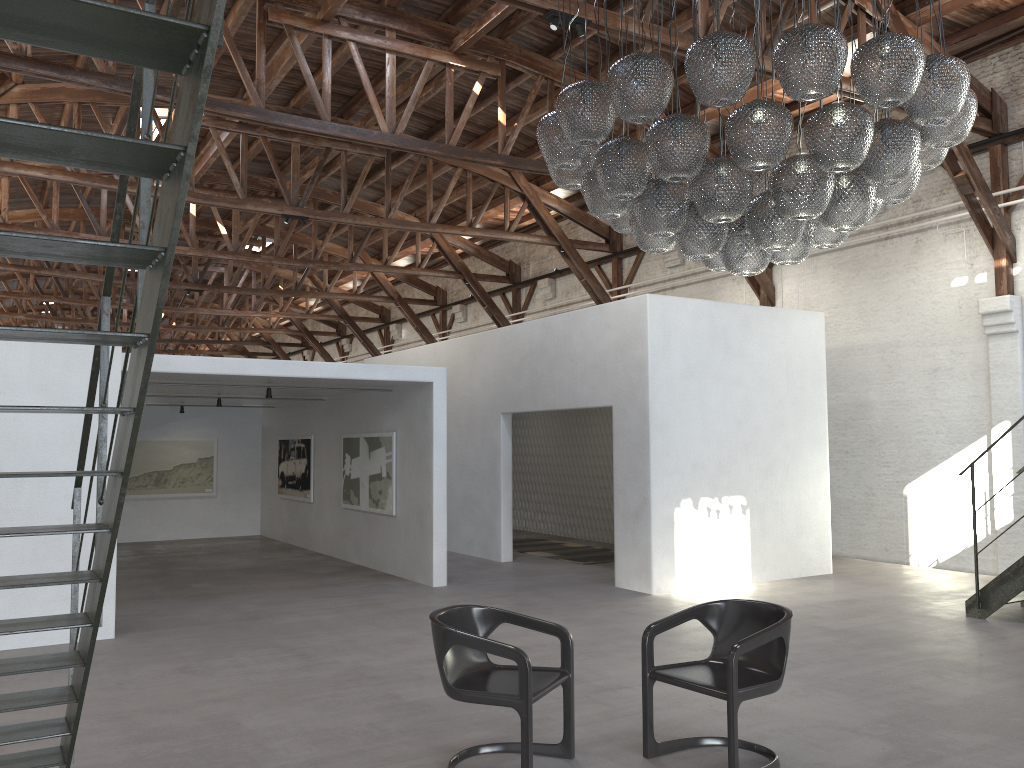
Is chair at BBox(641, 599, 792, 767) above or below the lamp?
below

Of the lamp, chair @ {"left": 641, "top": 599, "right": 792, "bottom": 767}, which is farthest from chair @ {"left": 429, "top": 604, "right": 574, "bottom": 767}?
the lamp

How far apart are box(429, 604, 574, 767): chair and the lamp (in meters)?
2.40

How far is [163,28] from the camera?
1.9m

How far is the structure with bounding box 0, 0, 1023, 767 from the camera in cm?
187

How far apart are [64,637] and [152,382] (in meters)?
3.49

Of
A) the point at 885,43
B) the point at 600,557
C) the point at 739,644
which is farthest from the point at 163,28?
the point at 600,557

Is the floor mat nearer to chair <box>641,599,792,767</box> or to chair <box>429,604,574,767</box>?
chair <box>641,599,792,767</box>

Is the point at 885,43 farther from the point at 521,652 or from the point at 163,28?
the point at 163,28

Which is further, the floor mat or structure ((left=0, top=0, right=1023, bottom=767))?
the floor mat
